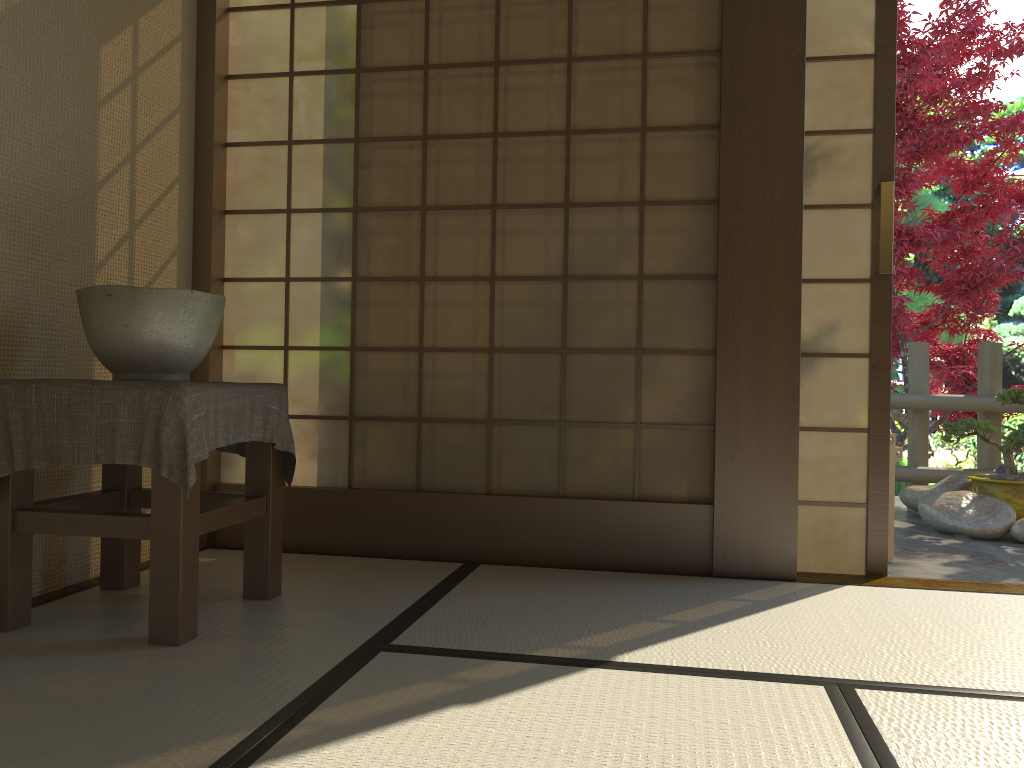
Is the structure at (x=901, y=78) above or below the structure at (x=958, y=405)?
above

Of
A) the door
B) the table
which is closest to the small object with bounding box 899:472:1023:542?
the door

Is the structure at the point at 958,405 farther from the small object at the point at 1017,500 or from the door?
the door

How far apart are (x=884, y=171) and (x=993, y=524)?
2.2m

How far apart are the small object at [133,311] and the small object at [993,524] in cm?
372

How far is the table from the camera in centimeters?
199cm

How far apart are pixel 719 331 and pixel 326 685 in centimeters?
170cm

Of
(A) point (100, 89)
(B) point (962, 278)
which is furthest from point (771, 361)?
(B) point (962, 278)

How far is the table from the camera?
2.0 meters

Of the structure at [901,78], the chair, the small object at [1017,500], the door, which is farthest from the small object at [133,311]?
the structure at [901,78]
